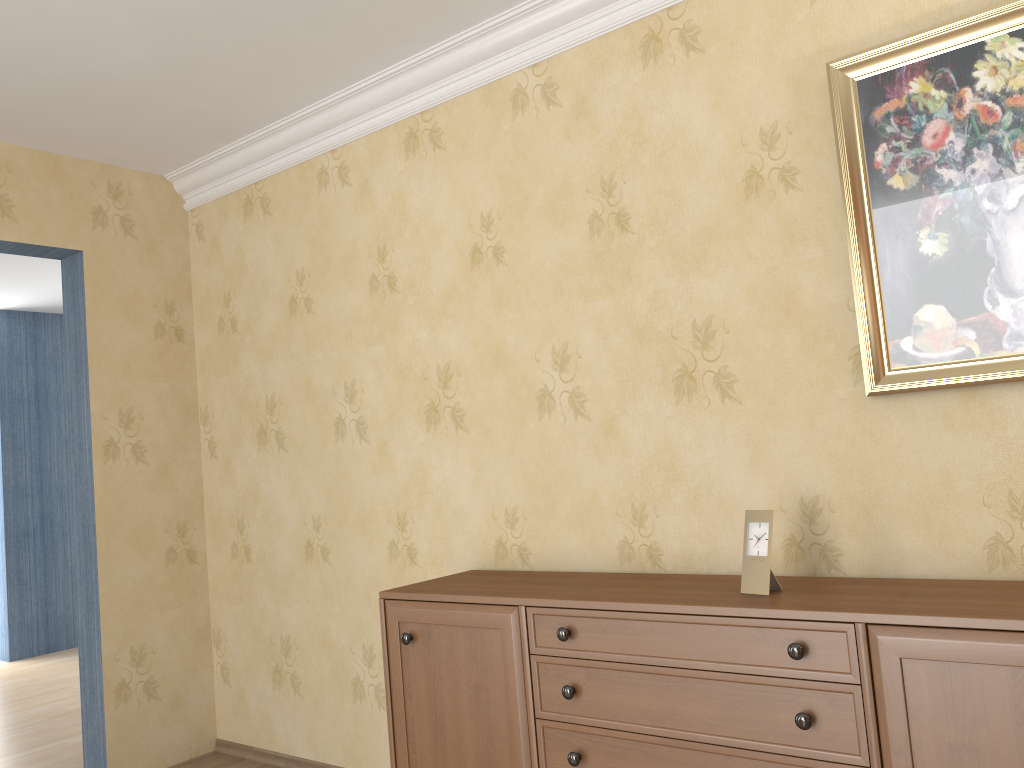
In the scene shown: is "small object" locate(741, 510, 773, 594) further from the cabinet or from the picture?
the picture

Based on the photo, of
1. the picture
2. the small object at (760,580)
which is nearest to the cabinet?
the small object at (760,580)

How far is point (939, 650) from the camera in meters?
1.7 m

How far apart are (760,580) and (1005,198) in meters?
1.0

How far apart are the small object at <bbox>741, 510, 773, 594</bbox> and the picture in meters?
0.4

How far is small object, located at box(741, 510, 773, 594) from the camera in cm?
209

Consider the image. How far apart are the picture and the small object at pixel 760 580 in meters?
0.4

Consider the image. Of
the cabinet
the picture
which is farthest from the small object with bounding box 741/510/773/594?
the picture

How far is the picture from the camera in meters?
2.0 m

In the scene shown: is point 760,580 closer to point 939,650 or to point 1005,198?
point 939,650
